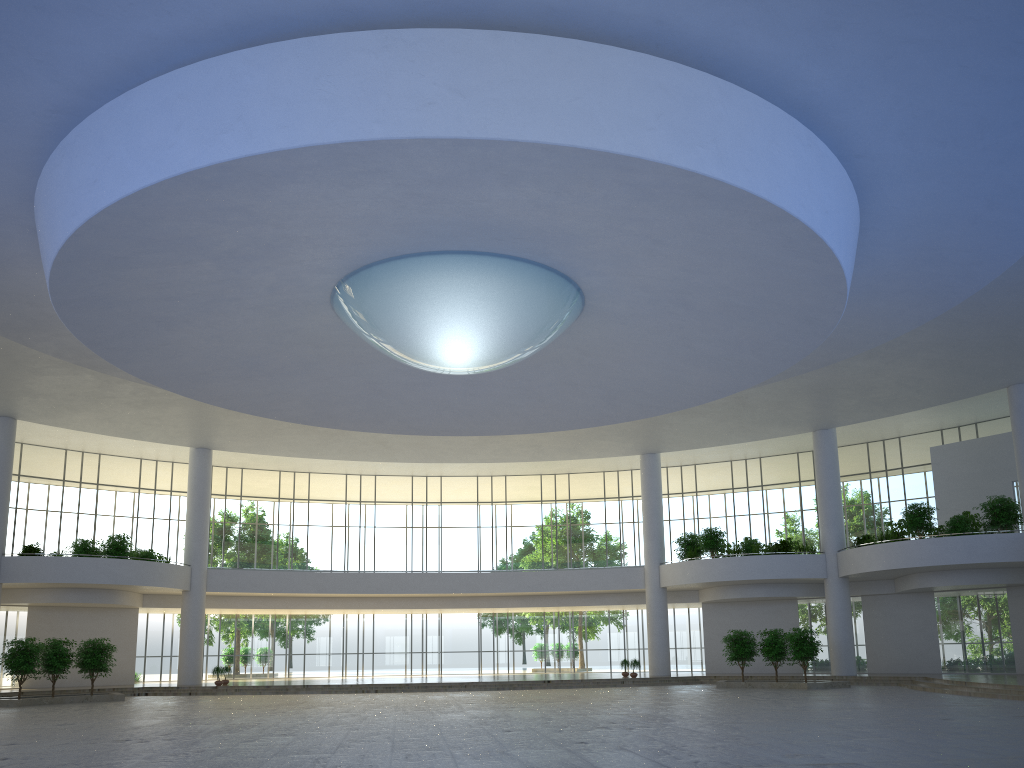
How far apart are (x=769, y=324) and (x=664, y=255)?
8.6m
